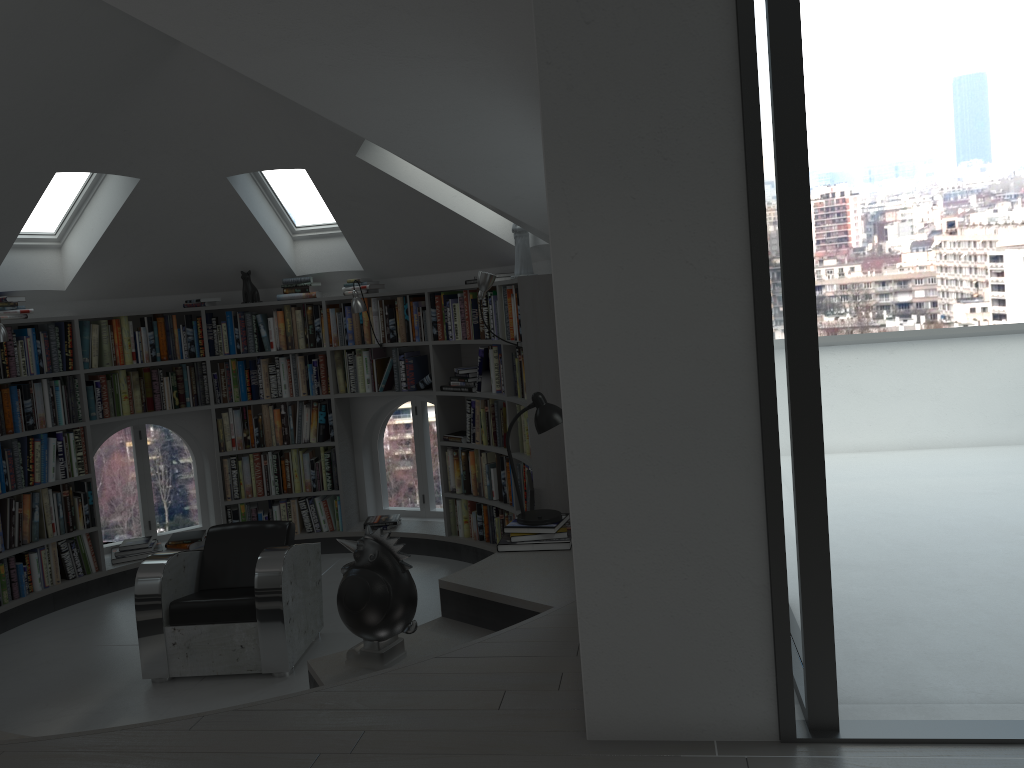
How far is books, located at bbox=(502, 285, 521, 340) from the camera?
5.6 meters

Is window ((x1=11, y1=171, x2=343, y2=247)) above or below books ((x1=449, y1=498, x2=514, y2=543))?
above

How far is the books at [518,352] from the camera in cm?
576

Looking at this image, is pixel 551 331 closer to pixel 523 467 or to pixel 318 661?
pixel 523 467

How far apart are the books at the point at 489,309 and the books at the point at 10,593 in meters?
2.9

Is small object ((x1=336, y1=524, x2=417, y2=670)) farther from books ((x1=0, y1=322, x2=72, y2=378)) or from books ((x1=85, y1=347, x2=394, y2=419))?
books ((x1=0, y1=322, x2=72, y2=378))

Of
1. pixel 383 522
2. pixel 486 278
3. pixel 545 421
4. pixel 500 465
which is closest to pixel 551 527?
pixel 545 421

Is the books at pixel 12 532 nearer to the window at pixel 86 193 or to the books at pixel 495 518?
the window at pixel 86 193

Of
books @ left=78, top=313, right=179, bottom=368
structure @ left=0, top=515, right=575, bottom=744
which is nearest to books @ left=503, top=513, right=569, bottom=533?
structure @ left=0, top=515, right=575, bottom=744

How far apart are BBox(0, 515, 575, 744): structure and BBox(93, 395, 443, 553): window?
0.19m
